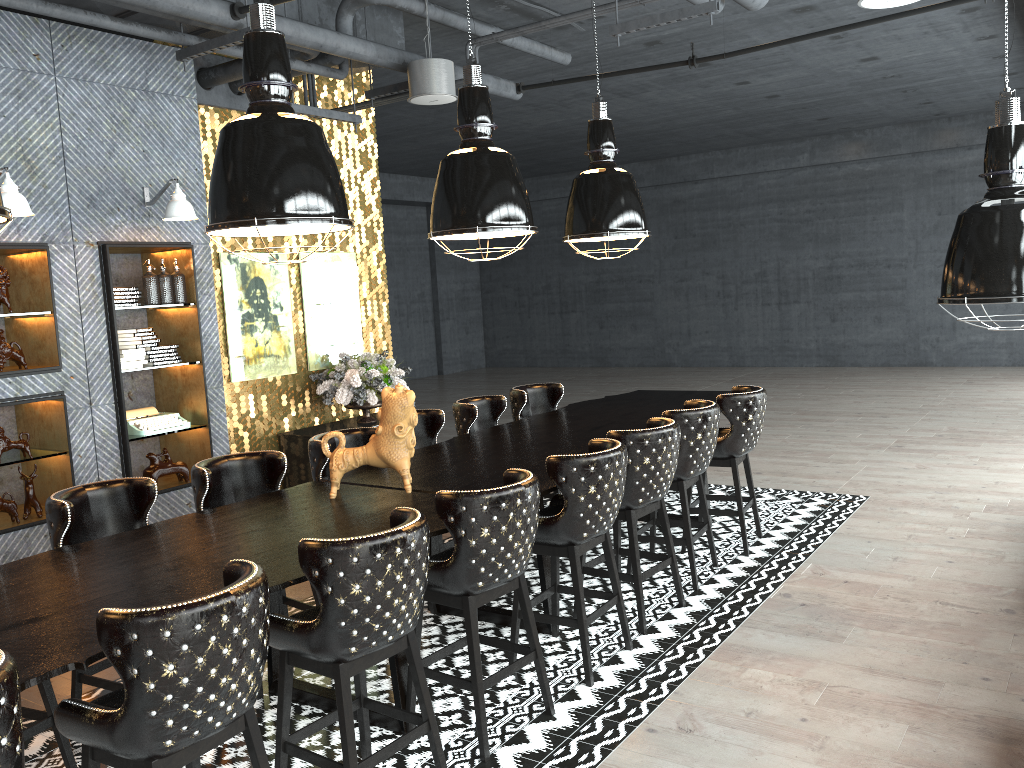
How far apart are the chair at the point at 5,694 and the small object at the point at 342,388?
5.6 meters

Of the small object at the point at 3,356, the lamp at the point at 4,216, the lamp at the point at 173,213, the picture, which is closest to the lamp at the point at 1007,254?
the lamp at the point at 4,216

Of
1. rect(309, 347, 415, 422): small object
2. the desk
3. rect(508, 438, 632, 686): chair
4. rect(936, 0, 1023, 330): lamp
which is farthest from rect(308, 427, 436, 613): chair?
rect(936, 0, 1023, 330): lamp

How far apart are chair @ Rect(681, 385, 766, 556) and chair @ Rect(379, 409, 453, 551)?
1.7m

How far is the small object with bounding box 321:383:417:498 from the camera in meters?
4.3 m

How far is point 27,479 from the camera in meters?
5.8

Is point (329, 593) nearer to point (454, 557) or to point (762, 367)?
point (454, 557)

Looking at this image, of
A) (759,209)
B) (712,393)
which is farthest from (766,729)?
(759,209)

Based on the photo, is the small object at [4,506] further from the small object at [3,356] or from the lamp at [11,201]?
the lamp at [11,201]

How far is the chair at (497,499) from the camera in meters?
3.4
